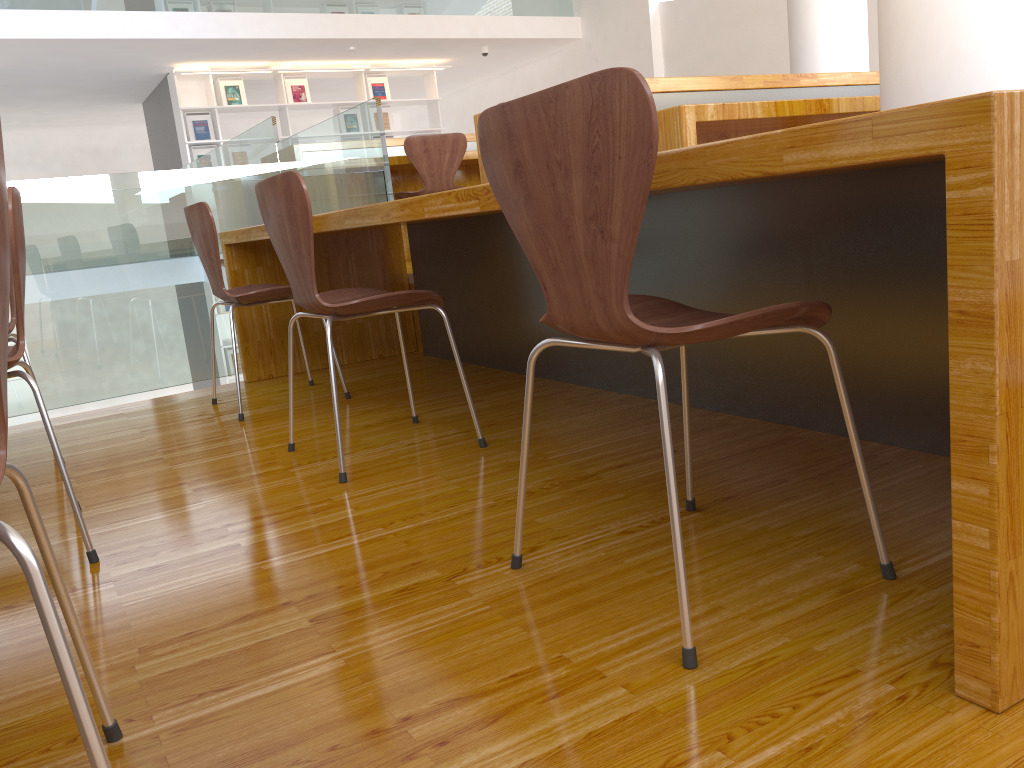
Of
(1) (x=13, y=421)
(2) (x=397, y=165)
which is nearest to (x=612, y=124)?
(2) (x=397, y=165)

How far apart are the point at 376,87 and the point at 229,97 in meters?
1.6 m

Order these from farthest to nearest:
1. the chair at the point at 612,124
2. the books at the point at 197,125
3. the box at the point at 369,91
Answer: the box at the point at 369,91 < the books at the point at 197,125 < the chair at the point at 612,124

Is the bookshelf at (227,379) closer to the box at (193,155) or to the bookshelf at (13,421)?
the bookshelf at (13,421)

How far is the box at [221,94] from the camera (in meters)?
9.00

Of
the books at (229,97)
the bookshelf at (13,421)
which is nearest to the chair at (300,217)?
the bookshelf at (13,421)

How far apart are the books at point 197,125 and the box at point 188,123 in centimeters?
6cm

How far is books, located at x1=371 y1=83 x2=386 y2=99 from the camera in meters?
9.8 m

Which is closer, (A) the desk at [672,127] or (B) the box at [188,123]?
(A) the desk at [672,127]

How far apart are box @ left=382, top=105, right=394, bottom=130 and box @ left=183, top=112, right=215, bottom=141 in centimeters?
194cm
